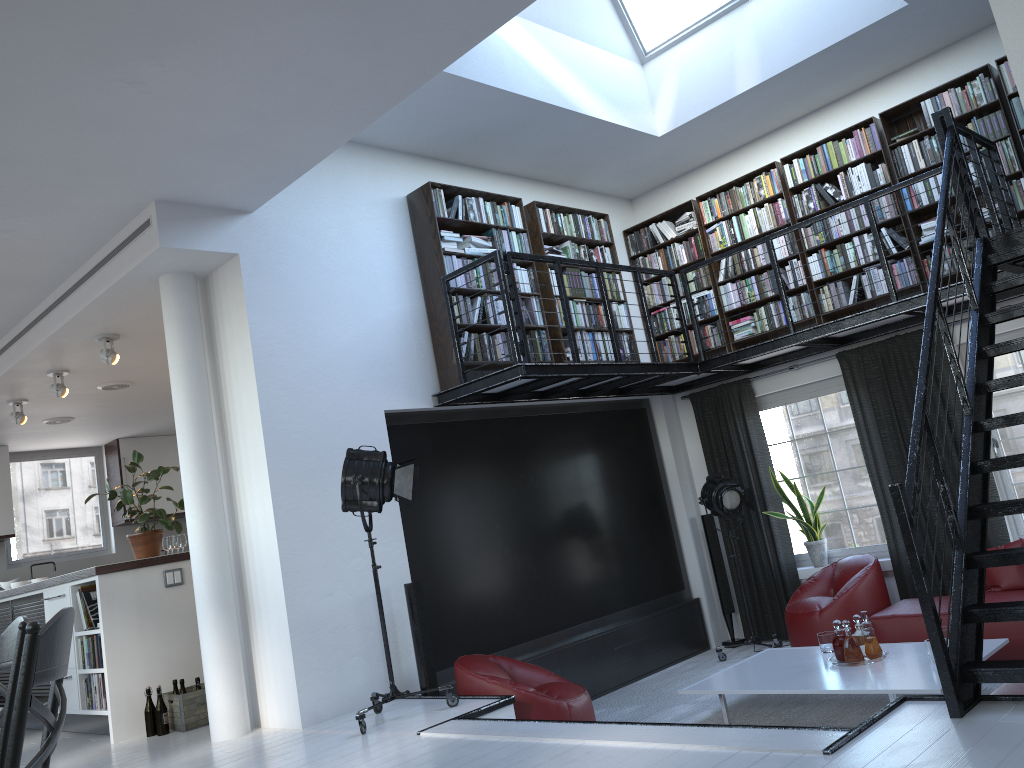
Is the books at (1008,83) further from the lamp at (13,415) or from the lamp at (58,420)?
the lamp at (58,420)

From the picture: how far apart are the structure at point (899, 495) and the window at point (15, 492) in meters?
7.4 m

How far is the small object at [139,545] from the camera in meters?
7.0 m

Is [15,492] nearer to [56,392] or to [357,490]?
[56,392]

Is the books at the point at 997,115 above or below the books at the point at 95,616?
above

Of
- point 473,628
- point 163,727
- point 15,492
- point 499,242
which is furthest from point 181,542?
point 15,492

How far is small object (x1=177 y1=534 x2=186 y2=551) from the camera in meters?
8.2

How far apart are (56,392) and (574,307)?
4.6 meters

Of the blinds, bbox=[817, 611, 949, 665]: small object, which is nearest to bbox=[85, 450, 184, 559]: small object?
the blinds

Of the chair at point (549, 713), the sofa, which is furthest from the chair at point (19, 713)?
the chair at point (549, 713)
